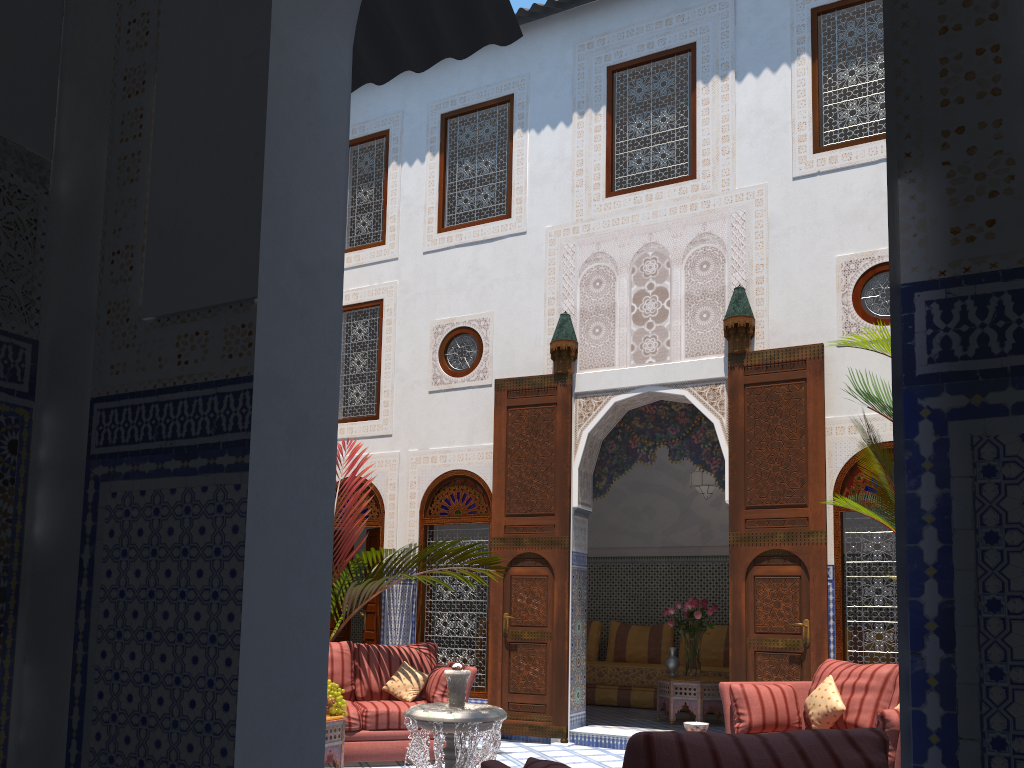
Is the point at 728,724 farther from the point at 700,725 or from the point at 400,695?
the point at 400,695

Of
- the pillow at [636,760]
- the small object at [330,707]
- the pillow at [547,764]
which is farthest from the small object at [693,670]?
the pillow at [636,760]

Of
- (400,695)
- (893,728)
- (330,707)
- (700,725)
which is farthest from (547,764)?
(400,695)

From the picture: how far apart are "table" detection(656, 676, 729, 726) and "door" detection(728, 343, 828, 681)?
0.9 meters

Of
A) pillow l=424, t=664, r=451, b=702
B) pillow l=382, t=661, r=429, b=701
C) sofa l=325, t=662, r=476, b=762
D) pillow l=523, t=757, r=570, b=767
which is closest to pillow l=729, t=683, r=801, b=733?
sofa l=325, t=662, r=476, b=762

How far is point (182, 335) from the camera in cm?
127

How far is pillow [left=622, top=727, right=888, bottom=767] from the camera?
1.48m

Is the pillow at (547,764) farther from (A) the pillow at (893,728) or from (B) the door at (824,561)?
(B) the door at (824,561)

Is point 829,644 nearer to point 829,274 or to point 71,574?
point 829,274

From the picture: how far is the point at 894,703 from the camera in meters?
3.7
